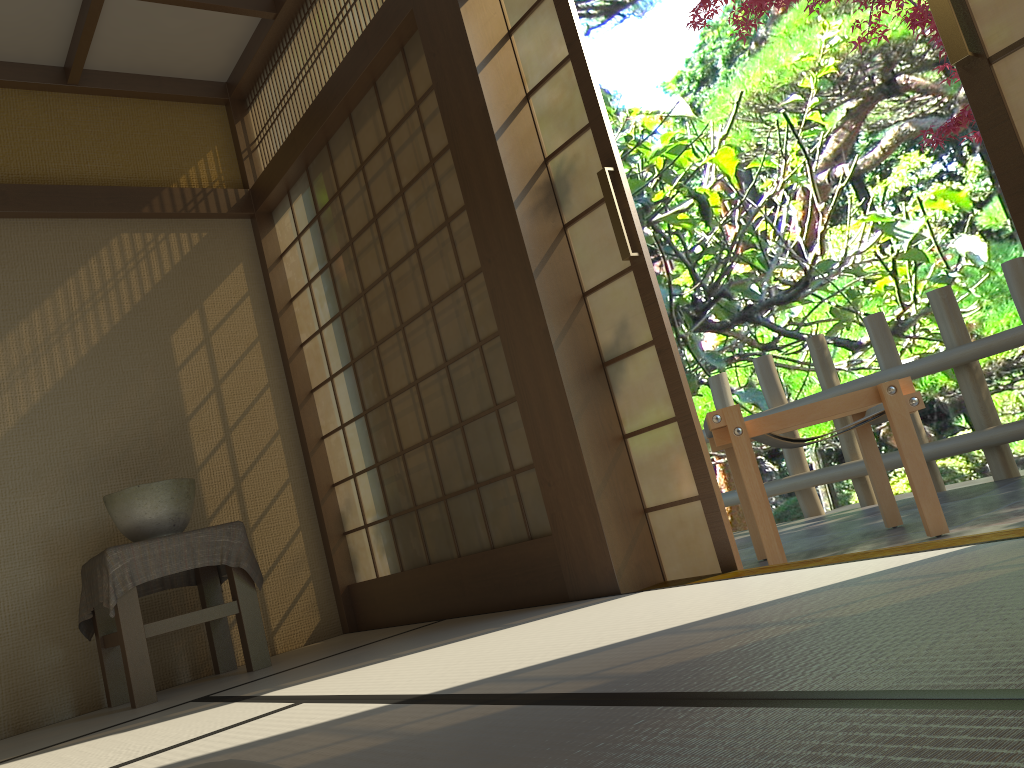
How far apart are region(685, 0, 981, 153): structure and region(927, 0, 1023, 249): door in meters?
2.8

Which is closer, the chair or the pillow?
the pillow

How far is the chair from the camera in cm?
296

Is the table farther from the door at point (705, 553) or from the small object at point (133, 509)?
the door at point (705, 553)

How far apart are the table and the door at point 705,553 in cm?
Answer: 165

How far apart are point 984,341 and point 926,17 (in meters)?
1.63

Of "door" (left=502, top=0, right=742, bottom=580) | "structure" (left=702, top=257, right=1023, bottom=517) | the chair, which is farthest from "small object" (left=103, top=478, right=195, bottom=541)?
"structure" (left=702, top=257, right=1023, bottom=517)

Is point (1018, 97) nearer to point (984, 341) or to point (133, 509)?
point (984, 341)

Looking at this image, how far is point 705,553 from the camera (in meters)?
2.71

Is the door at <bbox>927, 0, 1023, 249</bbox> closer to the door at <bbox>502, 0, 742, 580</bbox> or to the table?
the door at <bbox>502, 0, 742, 580</bbox>
